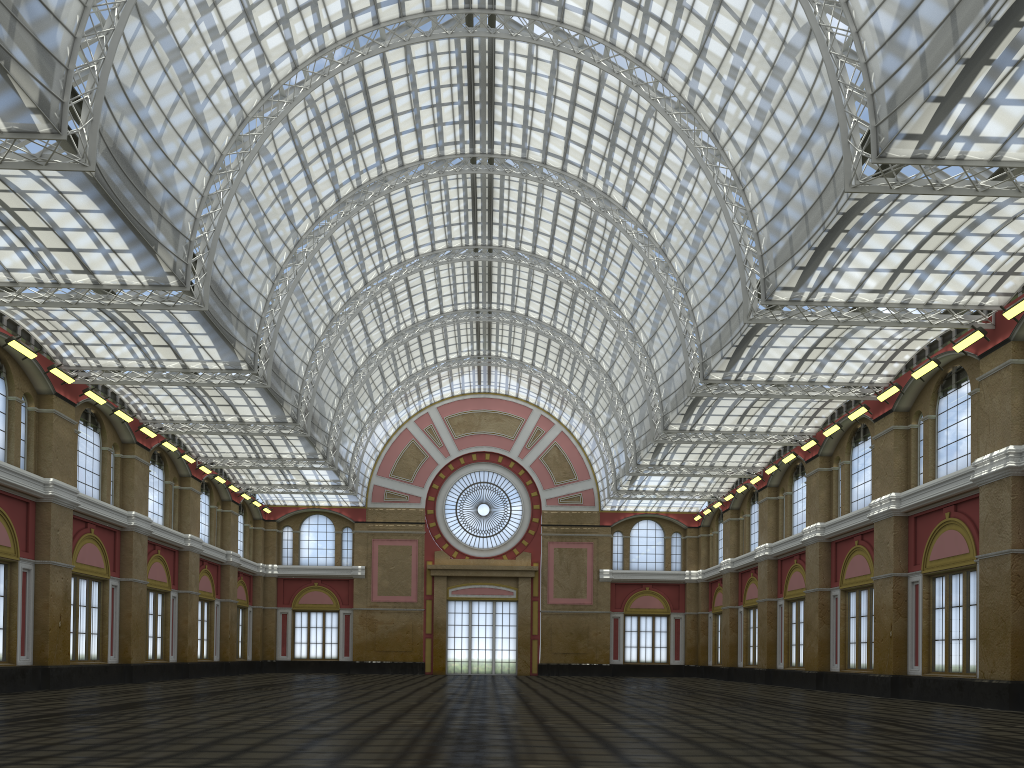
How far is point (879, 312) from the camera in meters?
33.8
